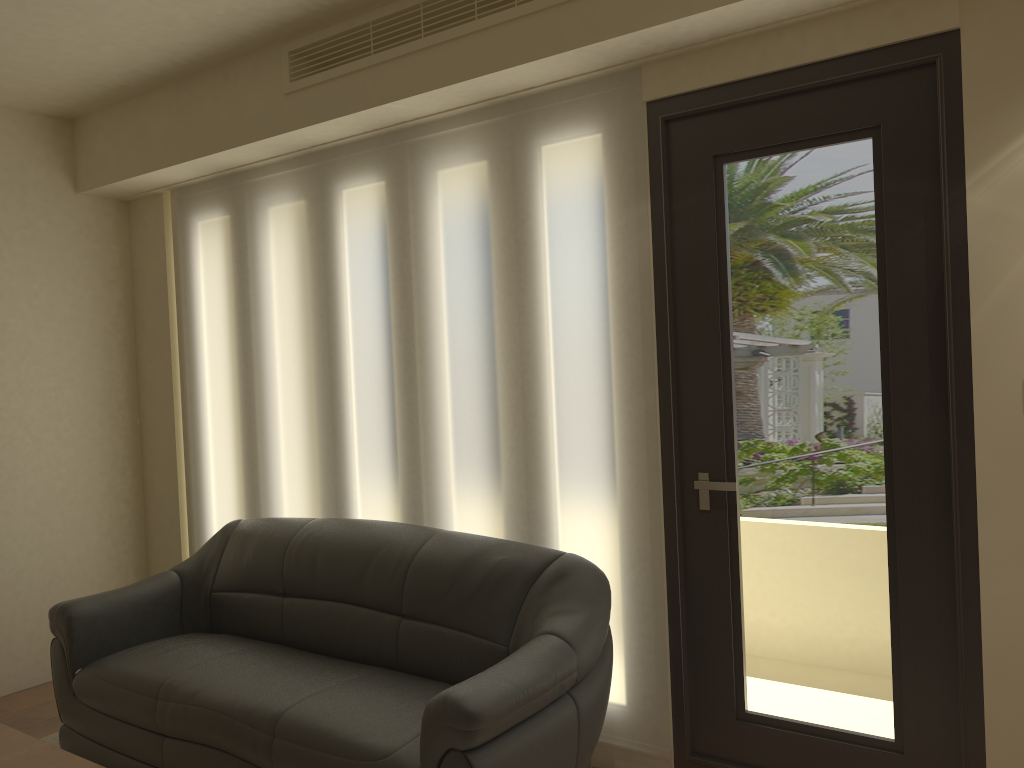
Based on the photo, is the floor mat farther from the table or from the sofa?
the table

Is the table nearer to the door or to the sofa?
the sofa

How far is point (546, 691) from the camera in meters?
2.7 m

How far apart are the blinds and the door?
0.04m

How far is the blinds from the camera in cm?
324

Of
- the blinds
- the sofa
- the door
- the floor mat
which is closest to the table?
the sofa

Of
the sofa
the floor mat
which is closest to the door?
the sofa

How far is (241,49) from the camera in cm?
391

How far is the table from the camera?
2.5 meters

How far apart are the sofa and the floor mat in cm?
23
